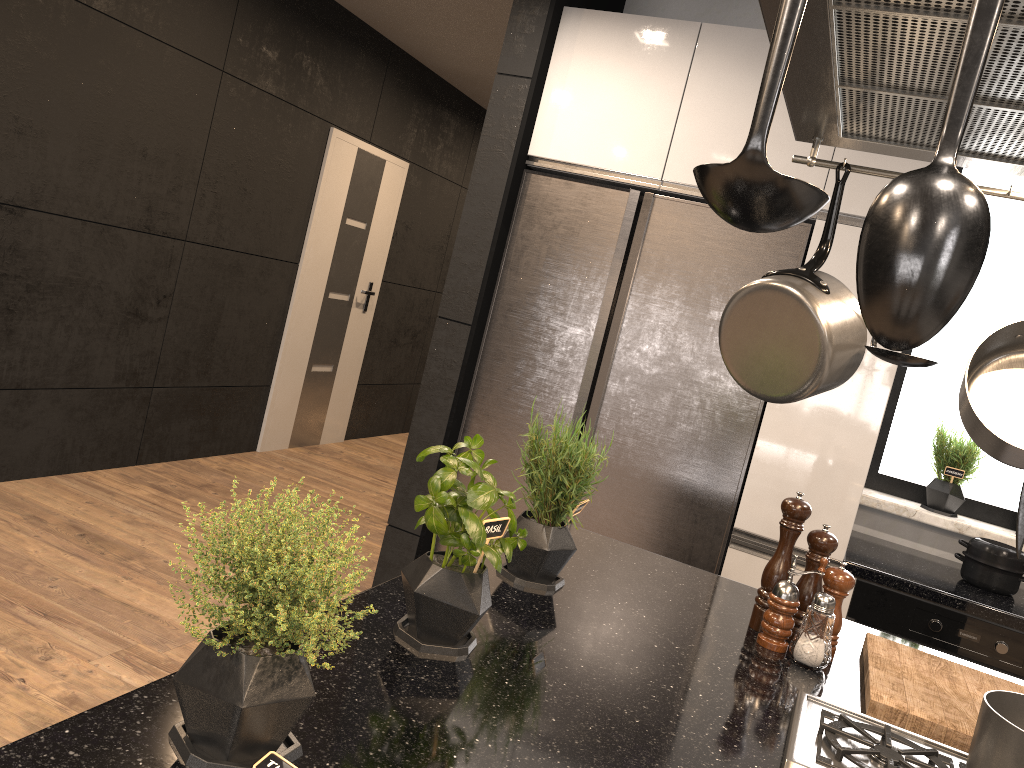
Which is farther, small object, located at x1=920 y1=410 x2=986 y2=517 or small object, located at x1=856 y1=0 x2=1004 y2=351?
small object, located at x1=920 y1=410 x2=986 y2=517

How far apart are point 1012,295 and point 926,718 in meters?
2.4

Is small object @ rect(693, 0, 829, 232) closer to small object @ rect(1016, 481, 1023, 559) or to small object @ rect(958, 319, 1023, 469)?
small object @ rect(1016, 481, 1023, 559)

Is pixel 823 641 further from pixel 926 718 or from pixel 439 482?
pixel 439 482

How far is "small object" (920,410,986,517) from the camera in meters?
3.2

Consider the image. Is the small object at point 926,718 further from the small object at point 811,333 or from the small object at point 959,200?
the small object at point 959,200

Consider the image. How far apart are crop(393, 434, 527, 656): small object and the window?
2.49m

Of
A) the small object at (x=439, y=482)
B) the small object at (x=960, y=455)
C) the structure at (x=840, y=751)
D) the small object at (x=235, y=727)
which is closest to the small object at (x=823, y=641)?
the structure at (x=840, y=751)

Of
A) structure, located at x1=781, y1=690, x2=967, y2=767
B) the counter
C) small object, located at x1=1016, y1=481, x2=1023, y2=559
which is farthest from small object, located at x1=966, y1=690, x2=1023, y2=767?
the counter

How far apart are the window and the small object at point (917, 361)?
2.2 meters
